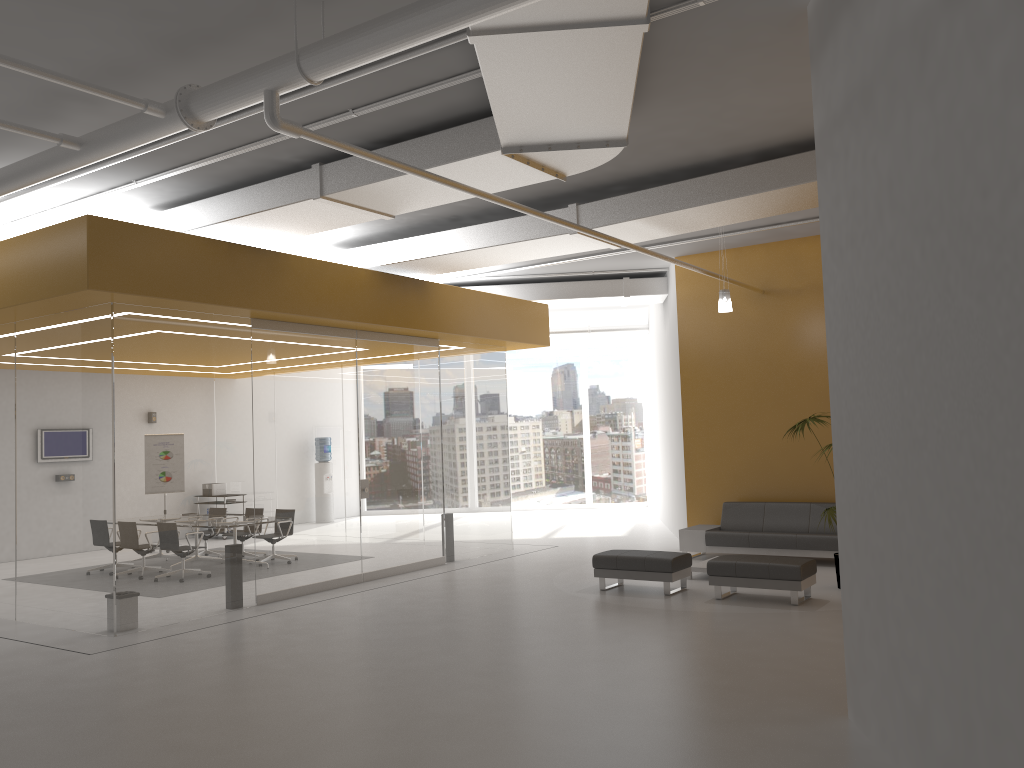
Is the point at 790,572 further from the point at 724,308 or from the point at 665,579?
the point at 724,308

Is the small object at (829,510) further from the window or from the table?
the window

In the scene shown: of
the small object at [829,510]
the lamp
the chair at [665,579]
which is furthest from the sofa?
the lamp

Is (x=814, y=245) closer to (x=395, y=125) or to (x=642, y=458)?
(x=395, y=125)

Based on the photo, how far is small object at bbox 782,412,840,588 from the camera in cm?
1021

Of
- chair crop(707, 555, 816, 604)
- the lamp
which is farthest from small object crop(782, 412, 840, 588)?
the lamp

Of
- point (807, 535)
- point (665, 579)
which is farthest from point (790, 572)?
point (807, 535)

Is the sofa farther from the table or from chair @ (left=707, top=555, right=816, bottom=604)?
chair @ (left=707, top=555, right=816, bottom=604)

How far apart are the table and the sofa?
1.2m

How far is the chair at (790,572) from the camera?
8.9 meters
